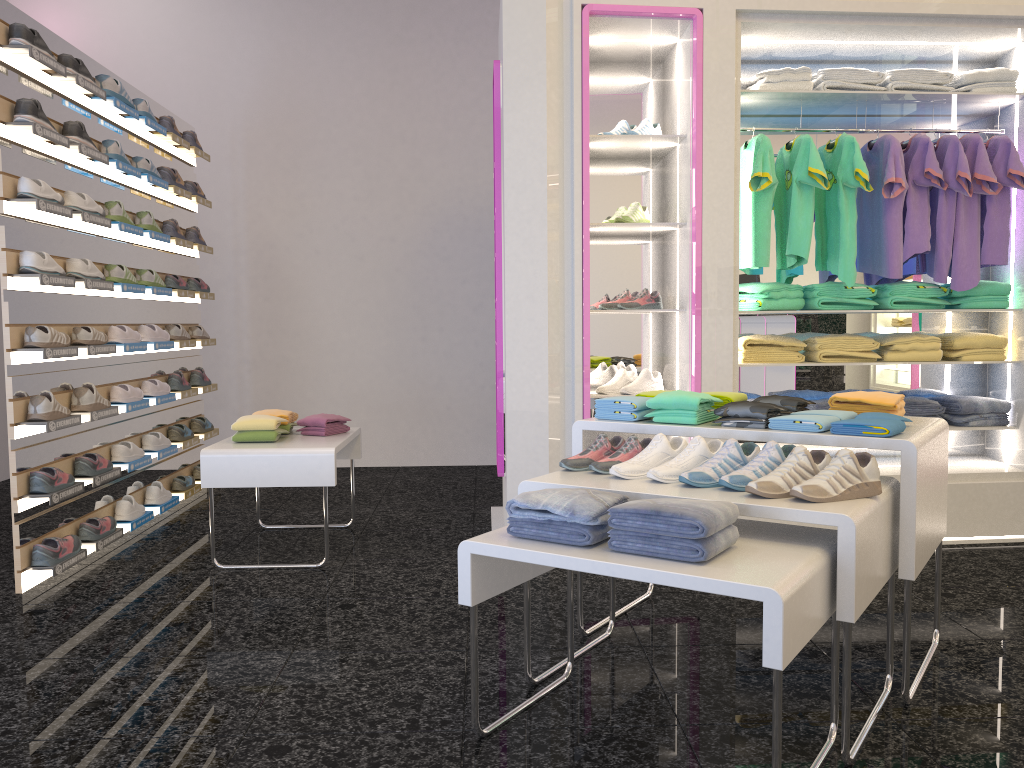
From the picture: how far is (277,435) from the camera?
4.31m

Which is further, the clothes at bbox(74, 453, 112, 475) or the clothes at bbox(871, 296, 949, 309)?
the clothes at bbox(871, 296, 949, 309)

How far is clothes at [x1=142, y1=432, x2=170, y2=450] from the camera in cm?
497

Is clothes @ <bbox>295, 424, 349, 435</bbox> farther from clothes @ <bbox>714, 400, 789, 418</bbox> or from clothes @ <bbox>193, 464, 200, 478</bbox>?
clothes @ <bbox>714, 400, 789, 418</bbox>

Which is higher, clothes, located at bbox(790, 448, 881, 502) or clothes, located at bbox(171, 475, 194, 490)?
clothes, located at bbox(790, 448, 881, 502)

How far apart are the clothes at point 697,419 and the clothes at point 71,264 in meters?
2.8 m

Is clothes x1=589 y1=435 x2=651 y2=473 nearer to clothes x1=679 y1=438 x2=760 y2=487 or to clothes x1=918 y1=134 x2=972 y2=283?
clothes x1=679 y1=438 x2=760 y2=487

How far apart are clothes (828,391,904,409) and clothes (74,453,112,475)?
3.3m

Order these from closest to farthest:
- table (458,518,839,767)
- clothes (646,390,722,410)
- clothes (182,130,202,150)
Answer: table (458,518,839,767) < clothes (646,390,722,410) < clothes (182,130,202,150)

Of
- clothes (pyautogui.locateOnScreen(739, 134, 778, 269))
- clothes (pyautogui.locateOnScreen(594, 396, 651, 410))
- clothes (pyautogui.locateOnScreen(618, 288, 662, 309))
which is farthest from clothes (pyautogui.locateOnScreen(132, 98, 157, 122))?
clothes (pyautogui.locateOnScreen(594, 396, 651, 410))
